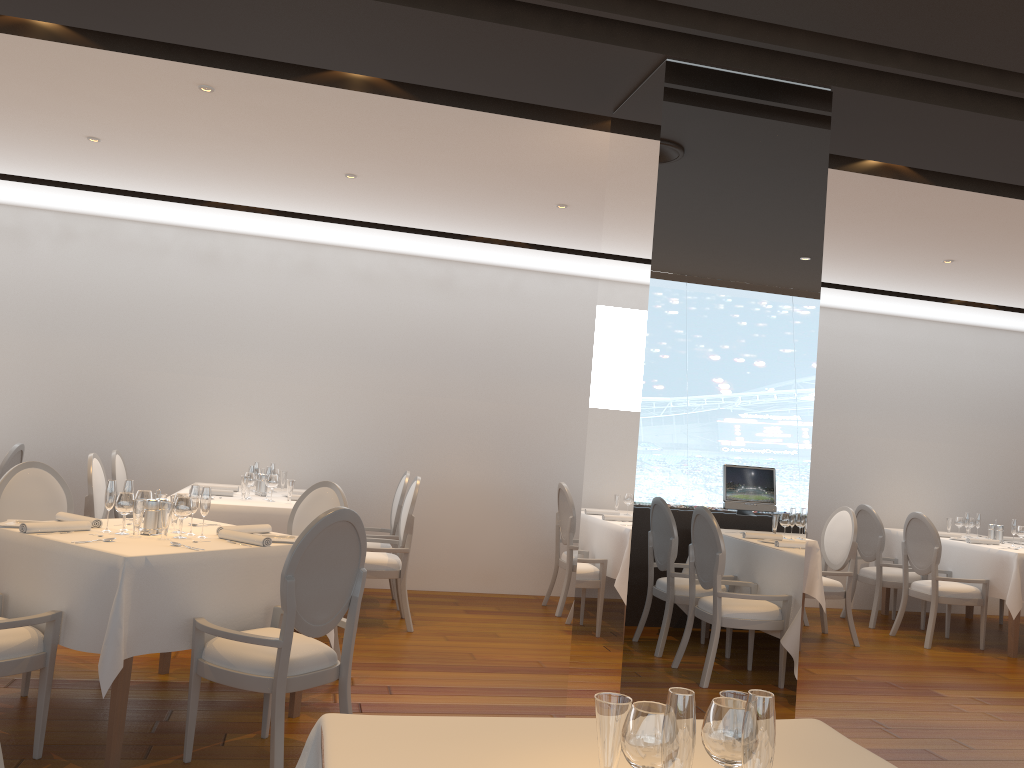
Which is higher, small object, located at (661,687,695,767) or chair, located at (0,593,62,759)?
small object, located at (661,687,695,767)

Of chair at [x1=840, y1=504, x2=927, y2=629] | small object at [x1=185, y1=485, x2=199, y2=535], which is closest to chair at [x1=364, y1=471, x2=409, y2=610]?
small object at [x1=185, y1=485, x2=199, y2=535]

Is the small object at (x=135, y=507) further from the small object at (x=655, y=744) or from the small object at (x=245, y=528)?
the small object at (x=655, y=744)

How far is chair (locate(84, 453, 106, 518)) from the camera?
5.9 meters

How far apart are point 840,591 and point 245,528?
4.88m

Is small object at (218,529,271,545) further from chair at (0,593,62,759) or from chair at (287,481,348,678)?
chair at (287,481,348,678)

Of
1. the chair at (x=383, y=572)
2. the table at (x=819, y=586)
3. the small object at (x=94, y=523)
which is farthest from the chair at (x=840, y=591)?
the small object at (x=94, y=523)

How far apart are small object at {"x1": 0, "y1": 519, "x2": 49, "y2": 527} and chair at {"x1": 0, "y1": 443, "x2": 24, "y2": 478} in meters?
2.7

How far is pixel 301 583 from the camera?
3.5m

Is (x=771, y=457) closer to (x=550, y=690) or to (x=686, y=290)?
(x=686, y=290)
